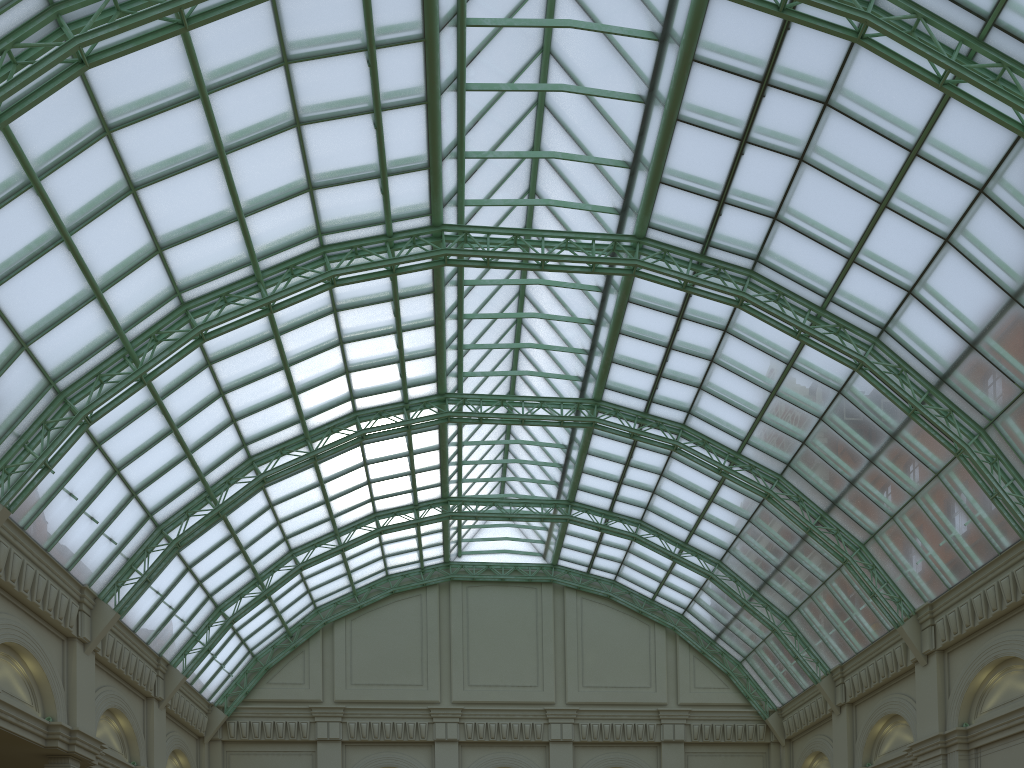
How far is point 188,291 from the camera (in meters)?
31.08
